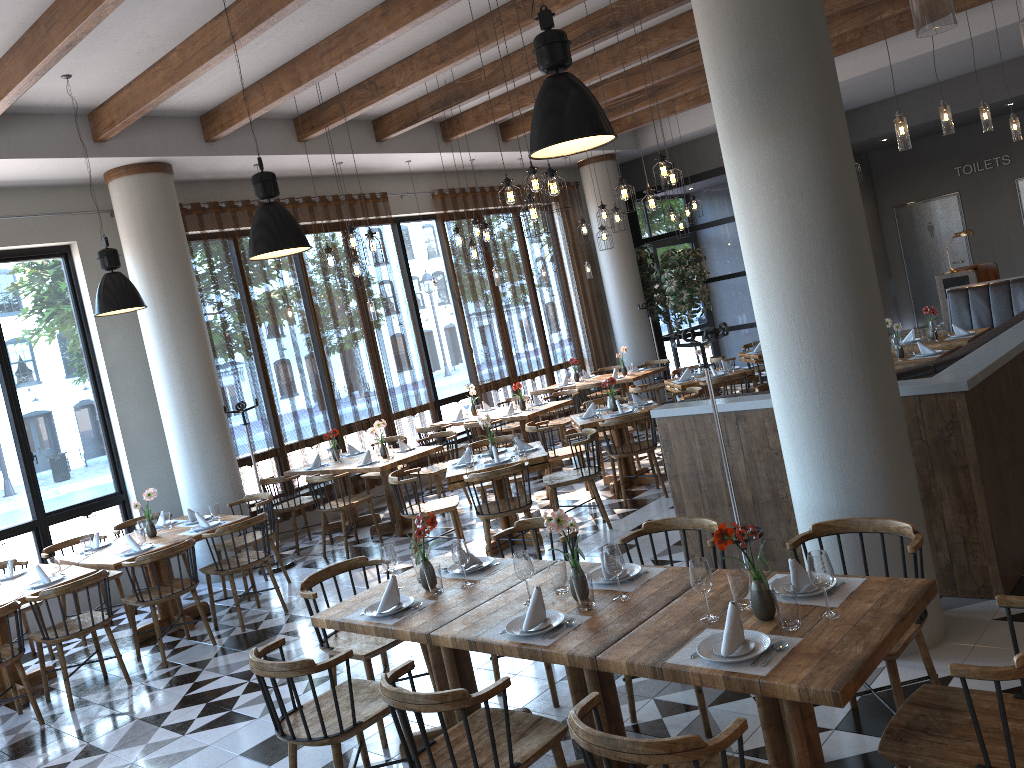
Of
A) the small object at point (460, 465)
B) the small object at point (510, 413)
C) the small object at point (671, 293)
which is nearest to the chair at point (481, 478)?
the small object at point (460, 465)

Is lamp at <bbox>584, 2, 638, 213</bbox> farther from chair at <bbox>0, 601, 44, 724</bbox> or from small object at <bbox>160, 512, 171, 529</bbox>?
chair at <bbox>0, 601, 44, 724</bbox>

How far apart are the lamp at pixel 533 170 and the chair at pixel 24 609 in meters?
5.2

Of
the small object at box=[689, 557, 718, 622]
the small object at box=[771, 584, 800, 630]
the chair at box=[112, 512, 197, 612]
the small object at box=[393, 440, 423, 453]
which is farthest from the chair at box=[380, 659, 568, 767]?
the small object at box=[393, 440, 423, 453]

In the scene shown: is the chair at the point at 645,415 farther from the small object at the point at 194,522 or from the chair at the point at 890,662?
the chair at the point at 890,662

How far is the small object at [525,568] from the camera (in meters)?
3.68

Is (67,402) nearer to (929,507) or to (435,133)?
(435,133)

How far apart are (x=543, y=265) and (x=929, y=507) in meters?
9.2

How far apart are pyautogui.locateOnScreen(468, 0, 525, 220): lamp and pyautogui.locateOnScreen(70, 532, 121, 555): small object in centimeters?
443cm

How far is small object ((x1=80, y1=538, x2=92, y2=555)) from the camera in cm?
710
